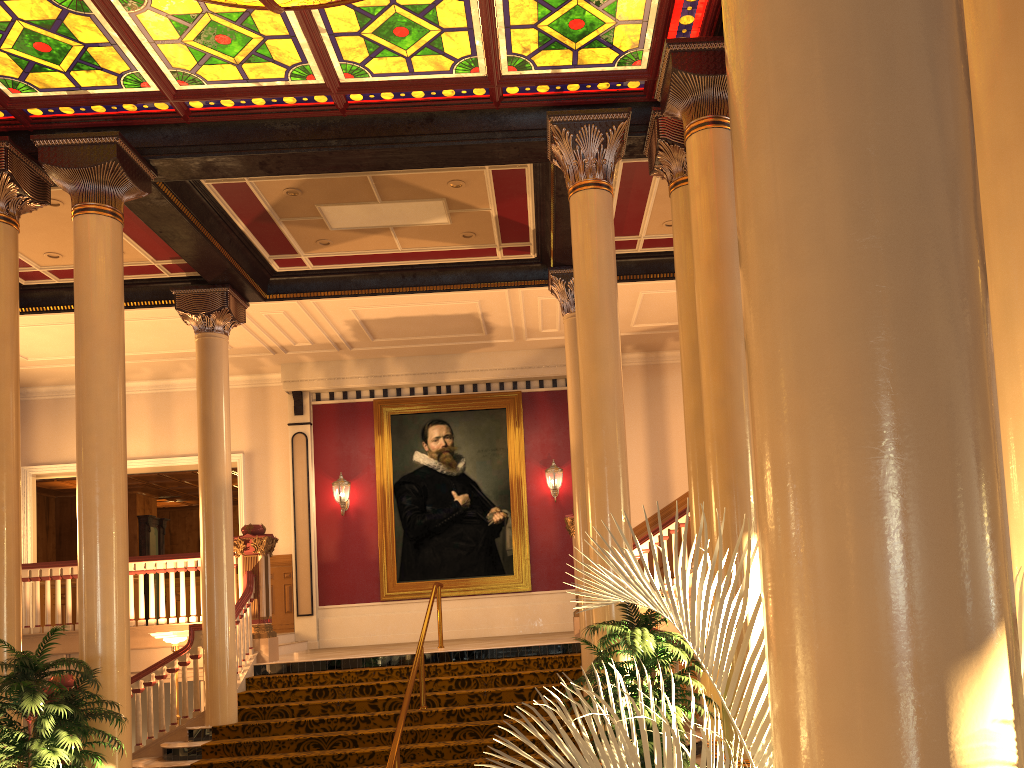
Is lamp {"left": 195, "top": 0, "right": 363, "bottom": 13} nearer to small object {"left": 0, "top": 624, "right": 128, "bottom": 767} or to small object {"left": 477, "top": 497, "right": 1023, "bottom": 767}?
small object {"left": 0, "top": 624, "right": 128, "bottom": 767}

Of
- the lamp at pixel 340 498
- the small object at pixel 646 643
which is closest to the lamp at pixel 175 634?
the lamp at pixel 340 498

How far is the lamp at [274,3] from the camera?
5.8 meters

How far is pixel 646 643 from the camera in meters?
5.4

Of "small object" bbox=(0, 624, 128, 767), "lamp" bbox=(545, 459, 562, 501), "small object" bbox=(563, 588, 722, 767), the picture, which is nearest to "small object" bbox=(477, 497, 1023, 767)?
"small object" bbox=(563, 588, 722, 767)

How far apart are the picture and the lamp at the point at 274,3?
9.4 meters

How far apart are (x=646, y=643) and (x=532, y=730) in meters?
4.0

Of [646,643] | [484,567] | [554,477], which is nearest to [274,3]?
[646,643]

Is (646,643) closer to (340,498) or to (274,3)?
(274,3)

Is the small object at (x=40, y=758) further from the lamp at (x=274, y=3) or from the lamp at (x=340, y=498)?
the lamp at (x=340, y=498)
